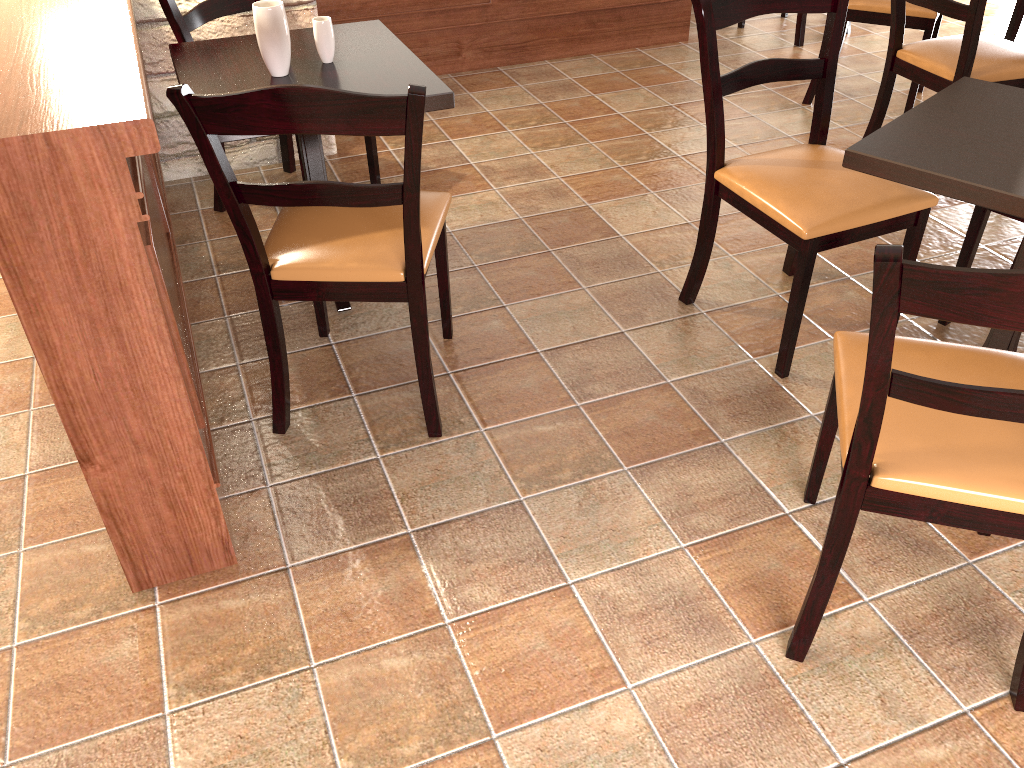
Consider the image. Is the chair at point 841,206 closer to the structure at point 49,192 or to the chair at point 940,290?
the chair at point 940,290

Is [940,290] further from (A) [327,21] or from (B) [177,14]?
(B) [177,14]

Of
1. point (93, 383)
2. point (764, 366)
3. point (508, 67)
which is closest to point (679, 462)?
point (764, 366)

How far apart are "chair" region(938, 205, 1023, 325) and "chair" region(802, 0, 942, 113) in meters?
1.6 m

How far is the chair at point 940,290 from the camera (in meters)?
1.07

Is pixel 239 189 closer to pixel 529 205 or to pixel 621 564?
pixel 621 564

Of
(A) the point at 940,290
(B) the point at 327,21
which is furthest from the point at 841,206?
(B) the point at 327,21

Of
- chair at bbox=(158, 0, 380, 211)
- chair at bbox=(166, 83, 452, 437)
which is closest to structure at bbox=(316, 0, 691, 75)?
chair at bbox=(158, 0, 380, 211)

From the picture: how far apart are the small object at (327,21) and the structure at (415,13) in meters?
1.8 m

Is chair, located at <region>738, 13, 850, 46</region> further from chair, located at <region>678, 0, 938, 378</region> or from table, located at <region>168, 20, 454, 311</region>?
table, located at <region>168, 20, 454, 311</region>
